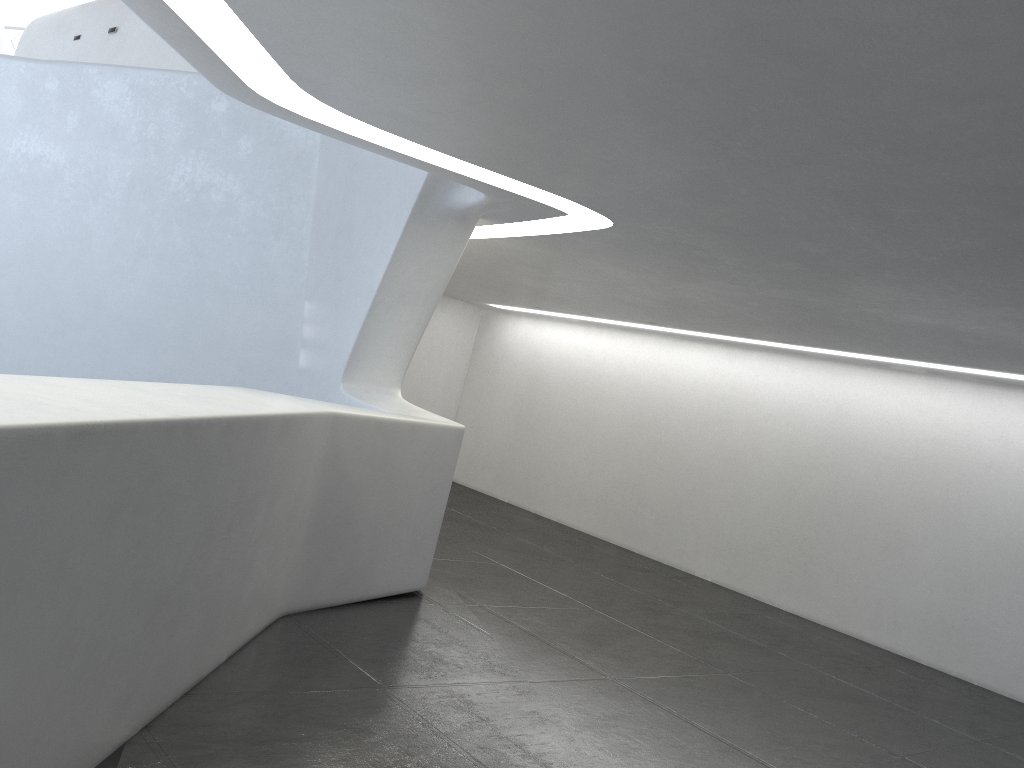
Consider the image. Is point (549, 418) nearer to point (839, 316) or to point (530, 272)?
point (530, 272)
